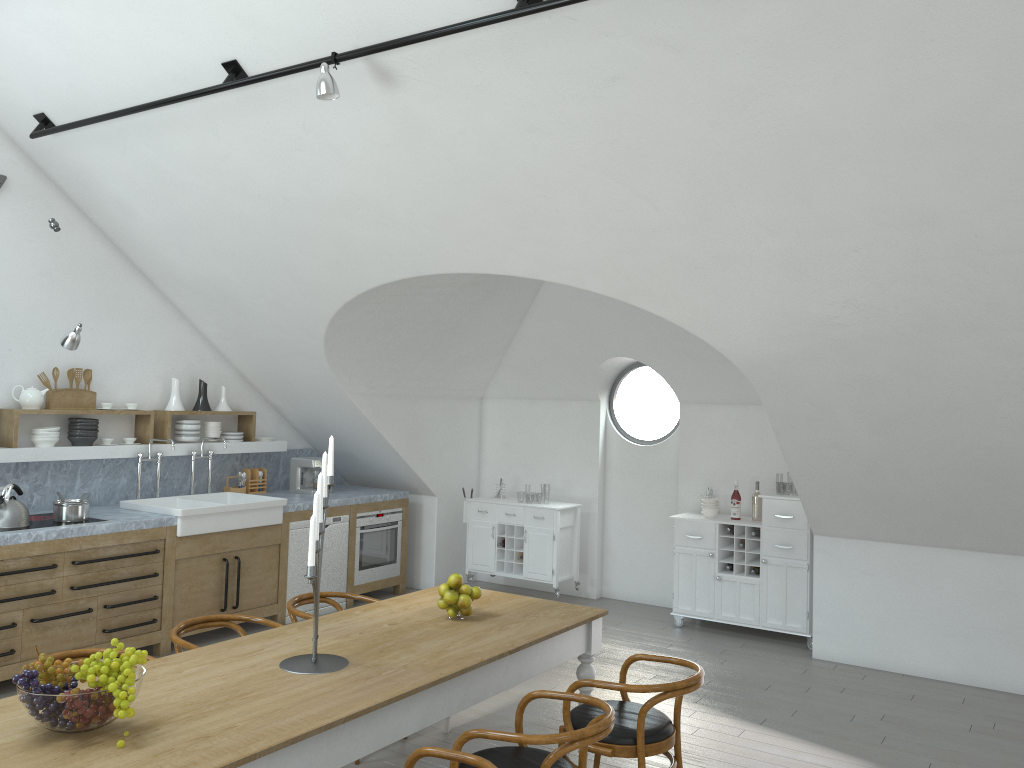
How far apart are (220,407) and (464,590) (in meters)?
4.18

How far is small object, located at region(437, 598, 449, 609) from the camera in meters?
4.2 m

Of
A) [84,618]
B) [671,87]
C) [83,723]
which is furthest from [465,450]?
[83,723]

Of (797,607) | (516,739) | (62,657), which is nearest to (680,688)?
(516,739)

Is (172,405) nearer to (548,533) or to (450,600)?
(548,533)

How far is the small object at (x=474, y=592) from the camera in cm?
424

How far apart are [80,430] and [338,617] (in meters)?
3.34

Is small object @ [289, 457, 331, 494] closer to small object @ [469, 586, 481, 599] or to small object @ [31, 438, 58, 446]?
small object @ [31, 438, 58, 446]

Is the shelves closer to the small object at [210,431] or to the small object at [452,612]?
the small object at [210,431]

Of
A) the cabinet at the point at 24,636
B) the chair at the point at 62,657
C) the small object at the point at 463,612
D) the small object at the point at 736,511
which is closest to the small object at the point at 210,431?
the cabinet at the point at 24,636
